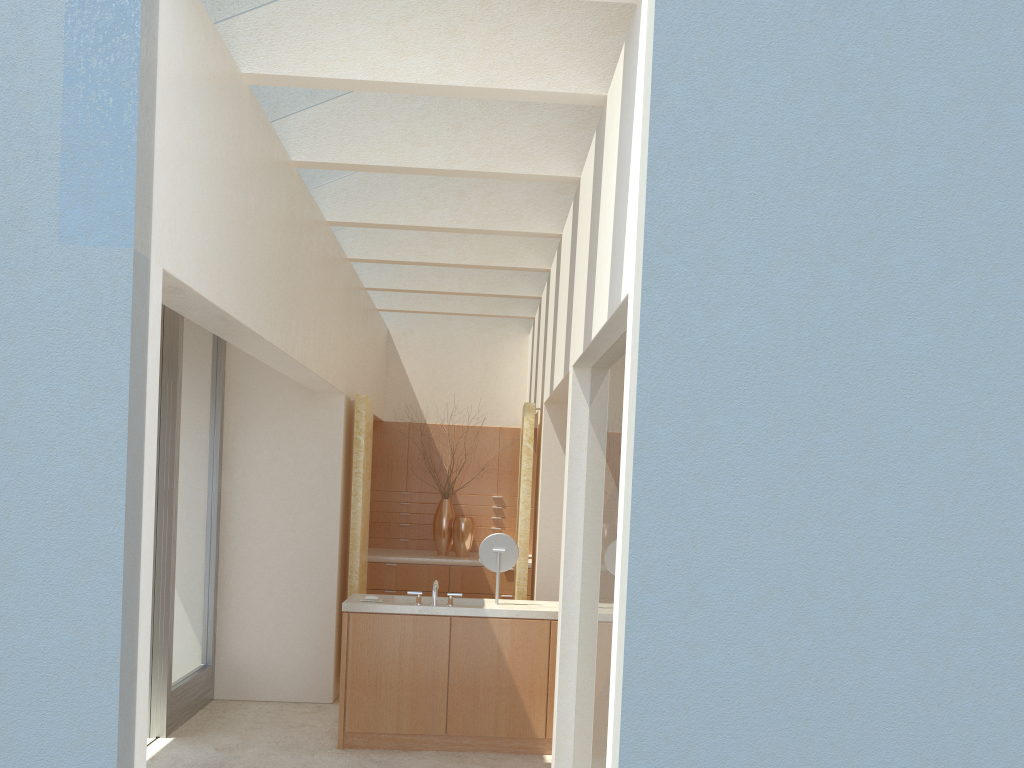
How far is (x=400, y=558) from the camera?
20.0 meters

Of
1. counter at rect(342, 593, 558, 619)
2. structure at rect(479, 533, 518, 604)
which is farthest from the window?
structure at rect(479, 533, 518, 604)

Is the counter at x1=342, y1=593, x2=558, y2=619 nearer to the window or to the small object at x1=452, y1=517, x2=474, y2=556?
the window

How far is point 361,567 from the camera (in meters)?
16.42

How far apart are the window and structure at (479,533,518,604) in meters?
4.8

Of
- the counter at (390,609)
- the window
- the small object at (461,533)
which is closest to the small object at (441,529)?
the small object at (461,533)

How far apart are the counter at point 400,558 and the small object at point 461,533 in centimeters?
16cm

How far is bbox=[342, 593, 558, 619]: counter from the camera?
13.2m

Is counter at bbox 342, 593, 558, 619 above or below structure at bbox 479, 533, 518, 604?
below

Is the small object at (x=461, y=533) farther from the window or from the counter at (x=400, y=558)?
the window
